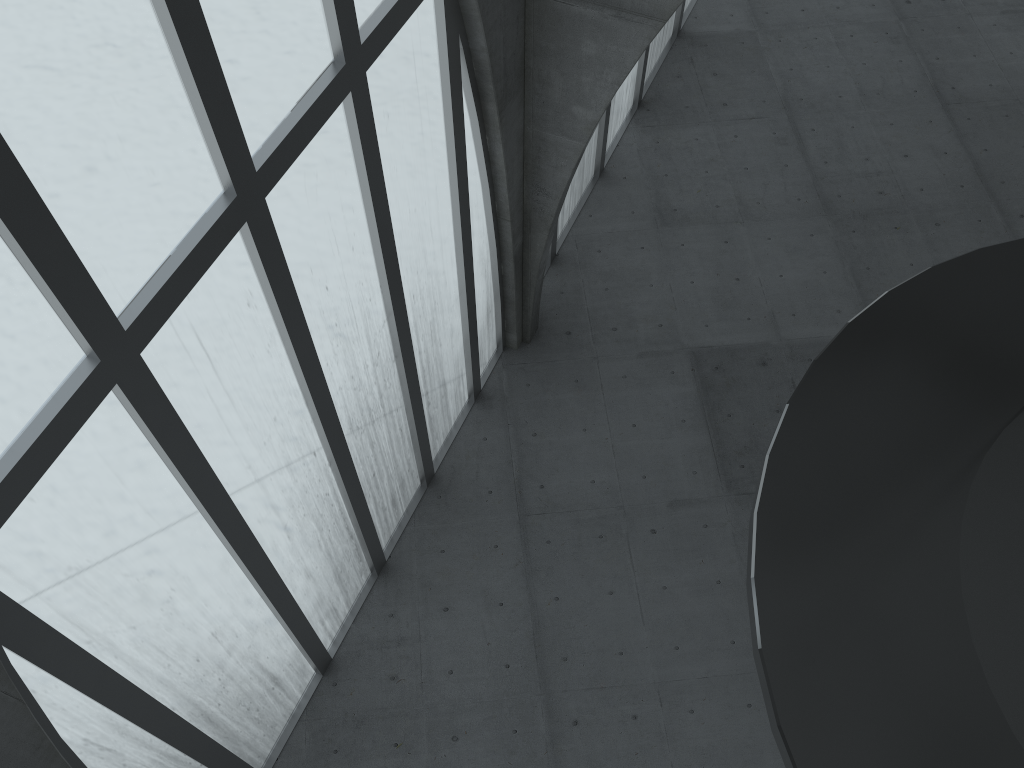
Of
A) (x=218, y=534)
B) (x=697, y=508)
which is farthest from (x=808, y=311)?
(x=218, y=534)

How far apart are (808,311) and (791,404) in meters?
21.7

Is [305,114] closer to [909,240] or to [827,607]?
[827,607]
